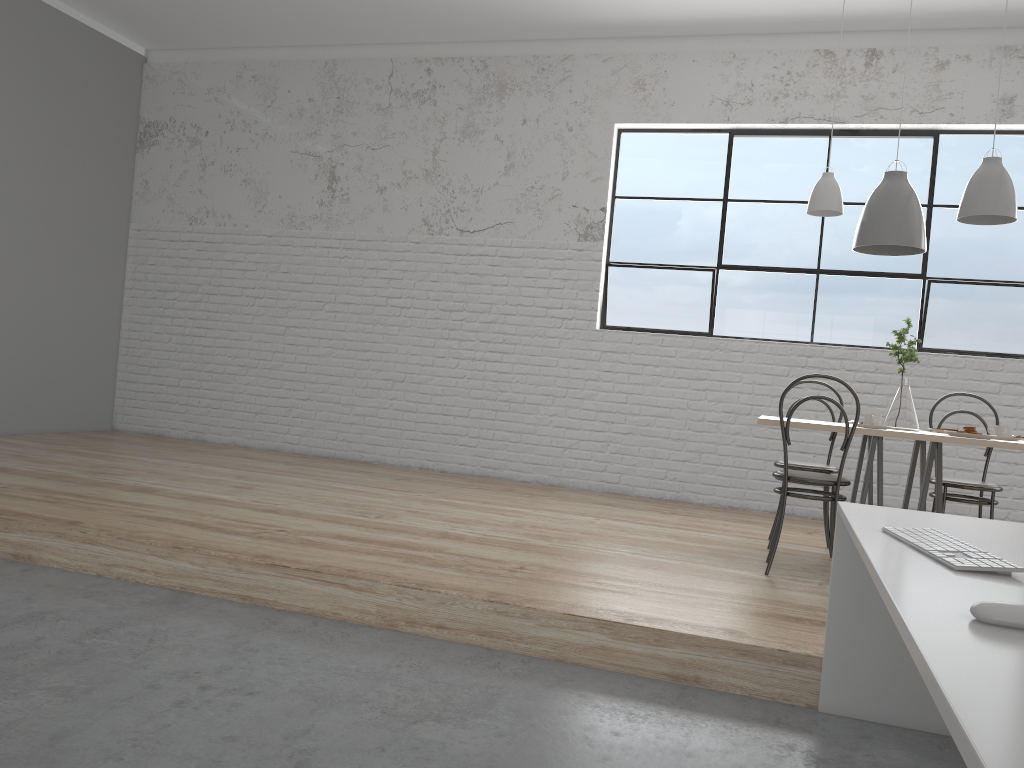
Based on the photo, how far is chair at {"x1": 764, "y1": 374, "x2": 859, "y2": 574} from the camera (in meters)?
2.97

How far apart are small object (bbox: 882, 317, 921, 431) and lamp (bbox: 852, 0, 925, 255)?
0.33m

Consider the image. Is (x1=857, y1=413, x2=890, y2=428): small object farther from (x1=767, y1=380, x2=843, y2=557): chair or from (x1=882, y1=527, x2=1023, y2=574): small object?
(x1=882, y1=527, x2=1023, y2=574): small object

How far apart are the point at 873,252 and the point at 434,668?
2.5 meters

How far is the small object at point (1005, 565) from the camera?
1.3m

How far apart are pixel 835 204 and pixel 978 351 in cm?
162

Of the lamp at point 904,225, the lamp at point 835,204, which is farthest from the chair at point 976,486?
the lamp at point 835,204

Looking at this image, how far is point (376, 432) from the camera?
5.33m

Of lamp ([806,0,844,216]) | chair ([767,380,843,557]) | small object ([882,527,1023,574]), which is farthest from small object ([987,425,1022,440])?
small object ([882,527,1023,574])

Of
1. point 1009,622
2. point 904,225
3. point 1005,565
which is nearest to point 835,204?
point 904,225
